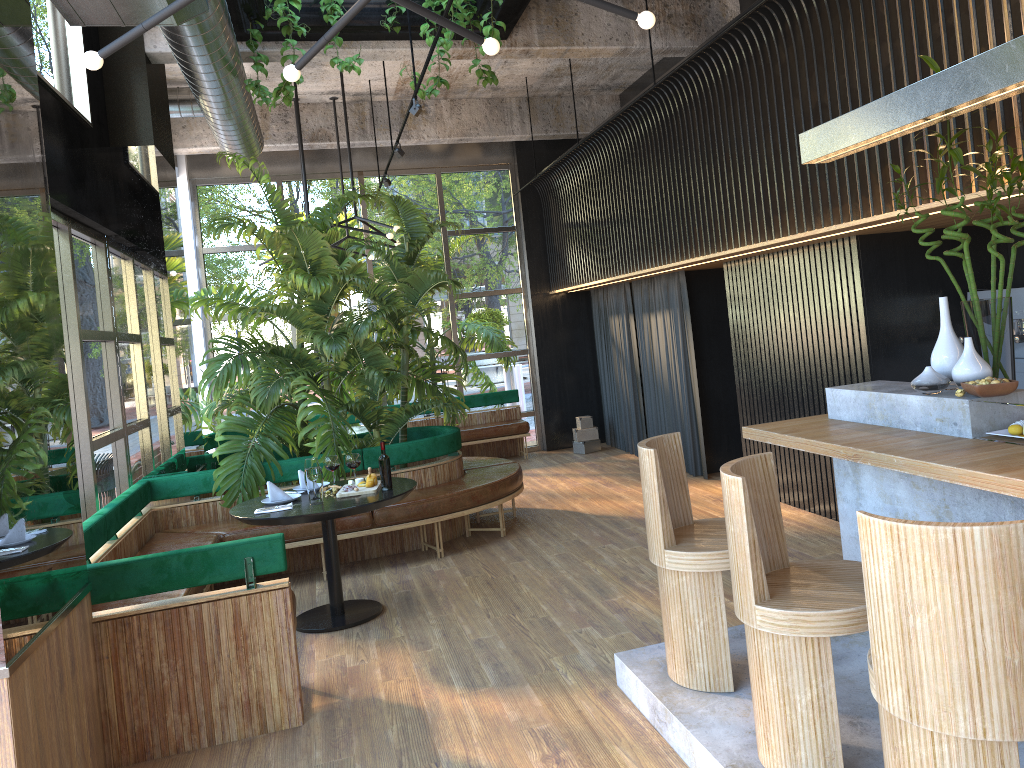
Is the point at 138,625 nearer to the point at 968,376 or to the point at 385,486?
the point at 385,486

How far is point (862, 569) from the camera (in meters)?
2.27

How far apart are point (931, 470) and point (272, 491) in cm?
396

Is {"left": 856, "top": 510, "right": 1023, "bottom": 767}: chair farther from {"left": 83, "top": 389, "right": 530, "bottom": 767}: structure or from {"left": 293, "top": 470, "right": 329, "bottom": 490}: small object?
{"left": 293, "top": 470, "right": 329, "bottom": 490}: small object

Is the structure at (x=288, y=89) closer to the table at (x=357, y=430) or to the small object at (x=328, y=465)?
the small object at (x=328, y=465)

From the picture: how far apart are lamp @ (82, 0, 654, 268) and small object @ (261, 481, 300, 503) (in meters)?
3.02

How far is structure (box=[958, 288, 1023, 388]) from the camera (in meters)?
5.54

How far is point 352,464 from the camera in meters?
2.9 m

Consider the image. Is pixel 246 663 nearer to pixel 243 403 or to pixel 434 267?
pixel 243 403

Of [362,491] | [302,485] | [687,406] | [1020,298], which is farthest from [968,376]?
[687,406]
